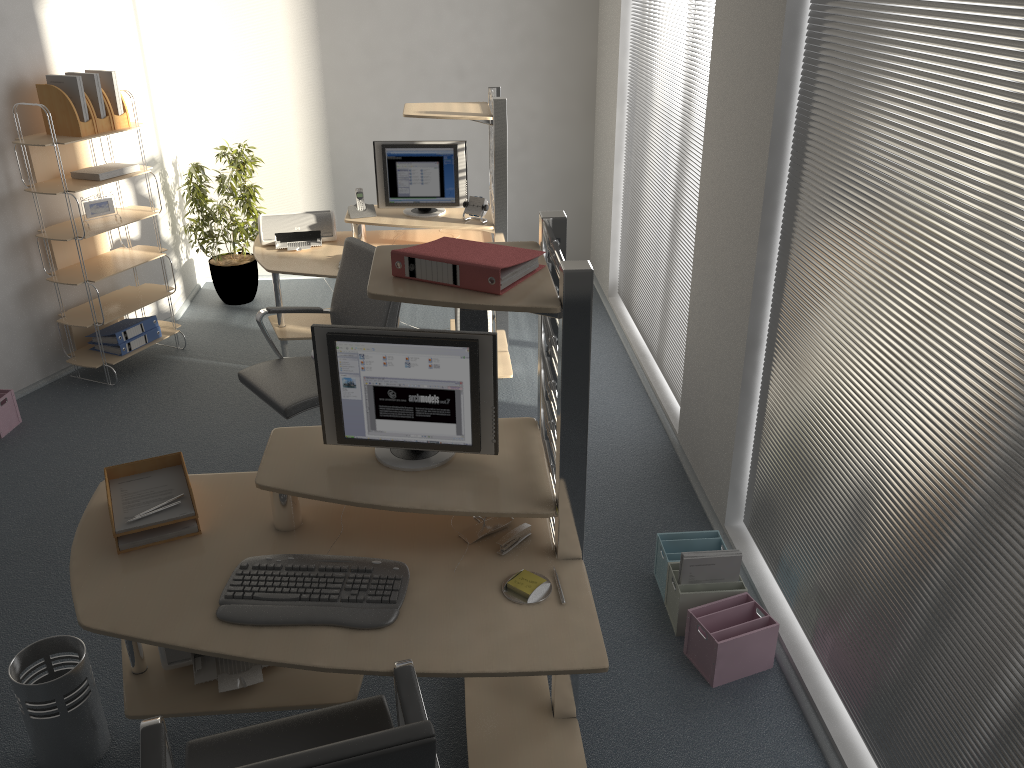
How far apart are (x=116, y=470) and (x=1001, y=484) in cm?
239

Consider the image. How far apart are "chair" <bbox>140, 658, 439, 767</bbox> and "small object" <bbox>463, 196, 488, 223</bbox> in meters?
3.2

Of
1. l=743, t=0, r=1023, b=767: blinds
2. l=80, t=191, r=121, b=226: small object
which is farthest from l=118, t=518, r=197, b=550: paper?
l=80, t=191, r=121, b=226: small object

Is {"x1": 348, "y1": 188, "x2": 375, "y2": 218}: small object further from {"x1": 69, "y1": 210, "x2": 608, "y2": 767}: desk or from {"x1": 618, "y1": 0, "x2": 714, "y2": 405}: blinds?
{"x1": 69, "y1": 210, "x2": 608, "y2": 767}: desk

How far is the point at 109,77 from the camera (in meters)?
4.84

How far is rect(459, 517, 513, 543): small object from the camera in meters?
2.5 m

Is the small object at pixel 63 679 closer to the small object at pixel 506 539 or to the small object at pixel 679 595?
the small object at pixel 506 539

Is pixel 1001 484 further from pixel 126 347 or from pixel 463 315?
pixel 126 347

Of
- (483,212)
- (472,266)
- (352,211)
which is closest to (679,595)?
(472,266)

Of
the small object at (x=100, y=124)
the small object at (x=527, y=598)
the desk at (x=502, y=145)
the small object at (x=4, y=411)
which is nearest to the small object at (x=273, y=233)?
the desk at (x=502, y=145)
